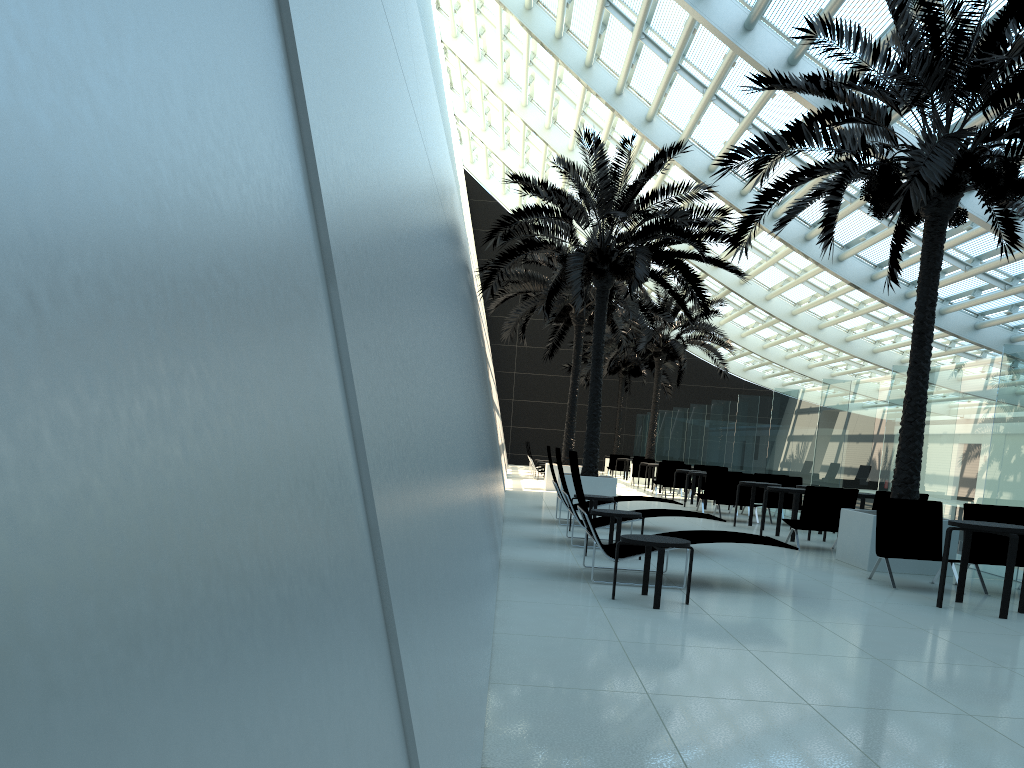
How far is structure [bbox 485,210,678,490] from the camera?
20.4m

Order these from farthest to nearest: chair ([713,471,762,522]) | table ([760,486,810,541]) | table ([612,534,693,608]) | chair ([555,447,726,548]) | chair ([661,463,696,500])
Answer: chair ([661,463,696,500]) → chair ([713,471,762,522]) → table ([760,486,810,541]) → chair ([555,447,726,548]) → table ([612,534,693,608])

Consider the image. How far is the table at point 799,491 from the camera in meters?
12.8

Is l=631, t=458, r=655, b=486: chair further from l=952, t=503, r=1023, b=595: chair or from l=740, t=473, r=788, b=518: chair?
l=952, t=503, r=1023, b=595: chair

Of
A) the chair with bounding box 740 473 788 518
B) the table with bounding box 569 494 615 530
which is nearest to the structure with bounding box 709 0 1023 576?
the table with bounding box 569 494 615 530

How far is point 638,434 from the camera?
38.2m

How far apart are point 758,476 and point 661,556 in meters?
11.4 m

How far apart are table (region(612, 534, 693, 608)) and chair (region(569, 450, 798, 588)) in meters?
0.4

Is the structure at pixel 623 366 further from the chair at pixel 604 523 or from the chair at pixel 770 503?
the chair at pixel 604 523

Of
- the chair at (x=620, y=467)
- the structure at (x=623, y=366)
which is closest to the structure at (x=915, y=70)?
the chair at (x=620, y=467)
